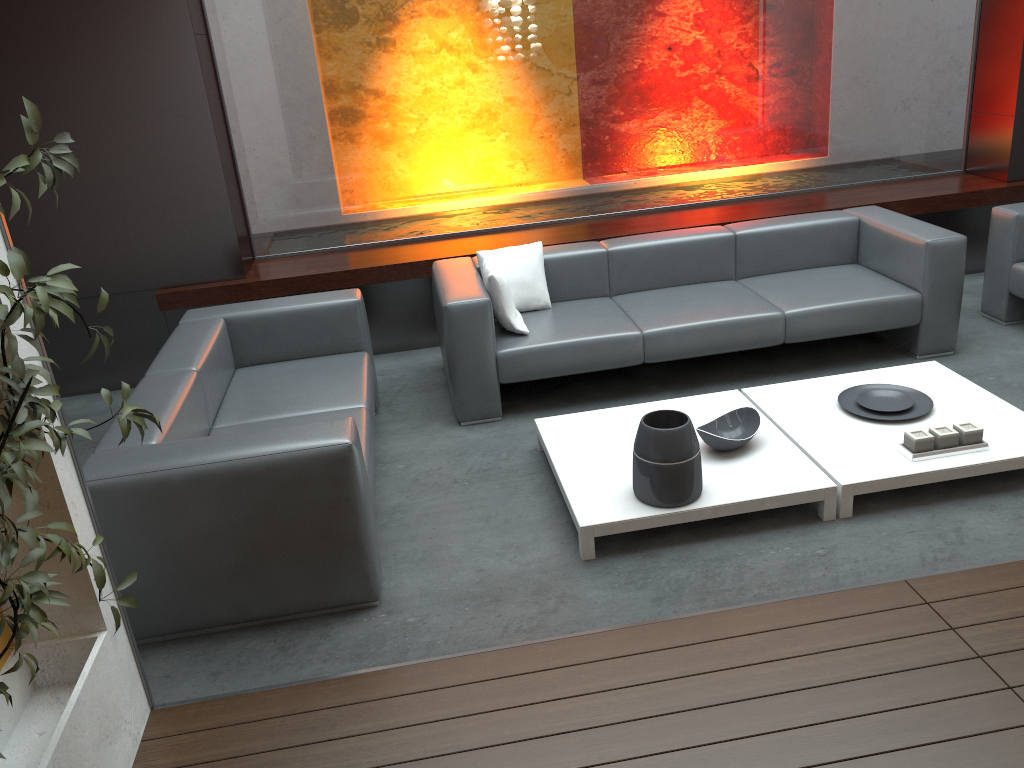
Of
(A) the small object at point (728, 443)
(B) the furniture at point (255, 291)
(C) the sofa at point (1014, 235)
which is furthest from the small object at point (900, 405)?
(B) the furniture at point (255, 291)

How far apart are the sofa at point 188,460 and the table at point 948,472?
1.76m

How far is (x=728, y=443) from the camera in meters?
3.6

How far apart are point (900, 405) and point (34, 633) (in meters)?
3.46

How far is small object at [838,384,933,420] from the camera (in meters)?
3.85

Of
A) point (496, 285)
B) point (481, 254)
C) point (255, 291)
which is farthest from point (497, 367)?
point (255, 291)

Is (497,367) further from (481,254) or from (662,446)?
(662,446)

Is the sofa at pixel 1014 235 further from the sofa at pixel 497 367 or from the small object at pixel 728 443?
the small object at pixel 728 443

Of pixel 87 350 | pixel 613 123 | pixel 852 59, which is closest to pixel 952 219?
pixel 852 59

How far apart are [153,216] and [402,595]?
3.1 meters
